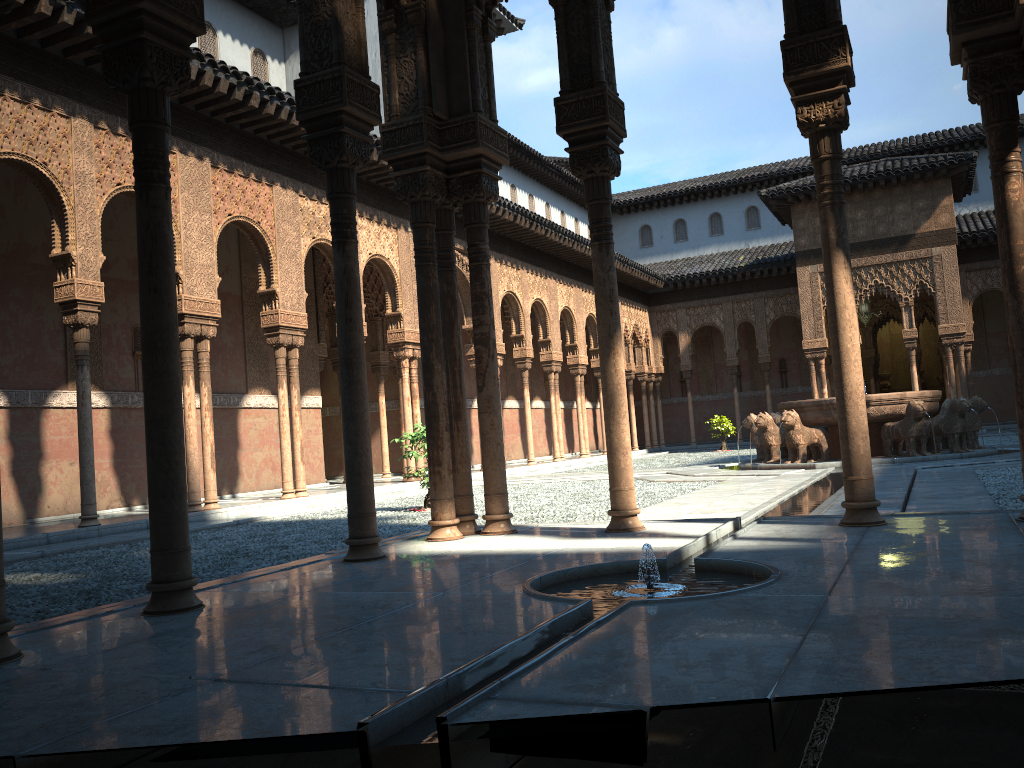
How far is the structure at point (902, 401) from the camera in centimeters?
1561cm

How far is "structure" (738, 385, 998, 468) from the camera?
15.61m

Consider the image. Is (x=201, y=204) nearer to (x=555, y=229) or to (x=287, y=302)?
(x=287, y=302)

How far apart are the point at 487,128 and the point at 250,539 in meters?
5.7

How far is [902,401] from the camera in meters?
15.6
